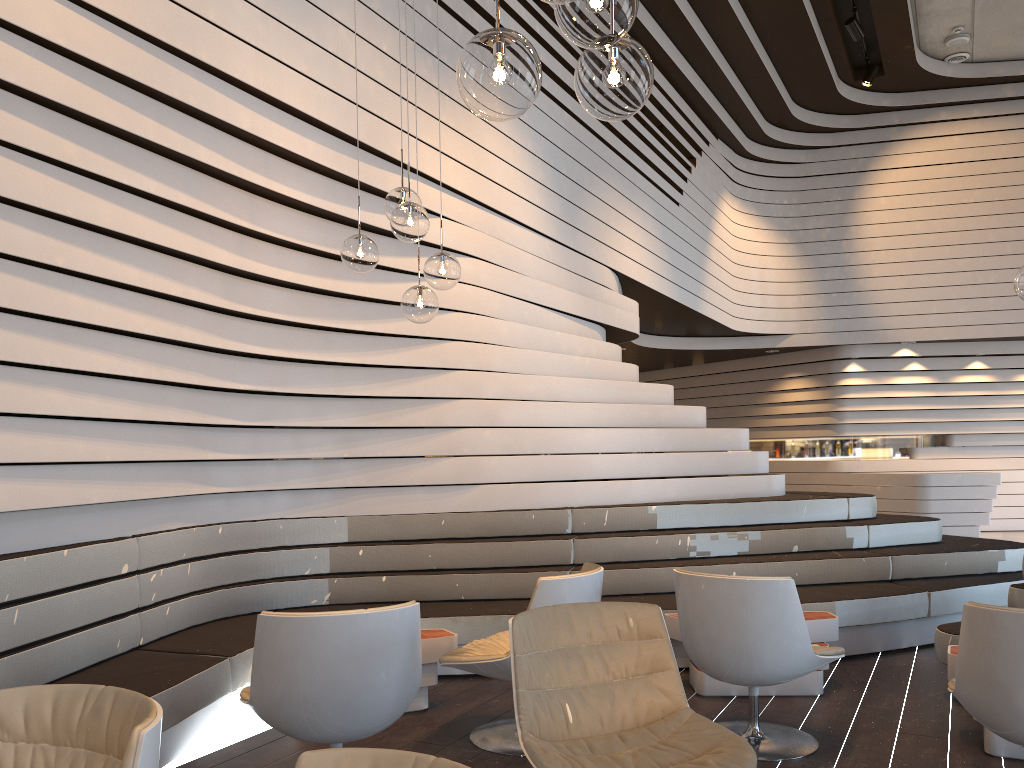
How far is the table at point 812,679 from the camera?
4.4m

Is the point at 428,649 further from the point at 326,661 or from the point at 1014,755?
the point at 1014,755

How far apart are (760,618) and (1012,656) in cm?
94

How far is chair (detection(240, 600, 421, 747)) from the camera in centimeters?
281cm

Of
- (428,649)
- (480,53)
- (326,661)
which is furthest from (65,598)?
(480,53)

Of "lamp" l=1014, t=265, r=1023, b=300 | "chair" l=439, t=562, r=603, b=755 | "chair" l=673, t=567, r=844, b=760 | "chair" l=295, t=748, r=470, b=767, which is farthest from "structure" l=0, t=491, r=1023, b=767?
"lamp" l=1014, t=265, r=1023, b=300

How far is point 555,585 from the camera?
3.6 meters

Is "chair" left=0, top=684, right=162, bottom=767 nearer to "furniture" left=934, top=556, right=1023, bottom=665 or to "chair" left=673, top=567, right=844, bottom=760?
"chair" left=673, top=567, right=844, bottom=760

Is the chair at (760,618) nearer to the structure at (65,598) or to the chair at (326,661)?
the structure at (65,598)

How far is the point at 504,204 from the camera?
6.09m
